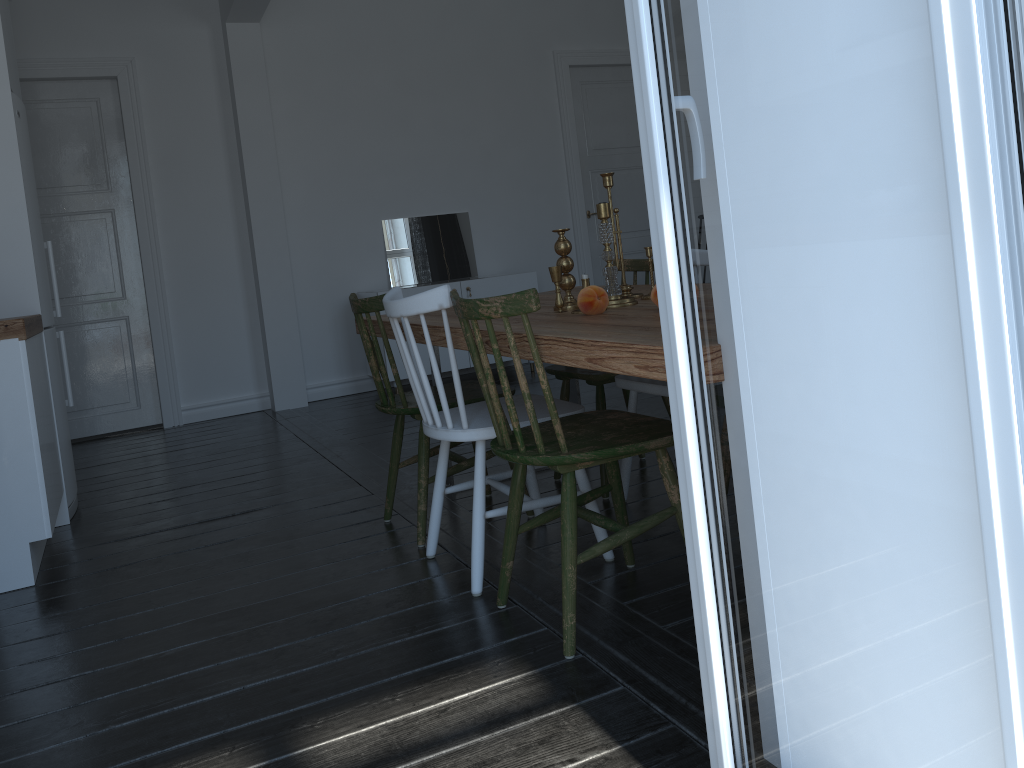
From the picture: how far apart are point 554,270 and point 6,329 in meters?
1.8 m

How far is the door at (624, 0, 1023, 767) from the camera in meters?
0.8

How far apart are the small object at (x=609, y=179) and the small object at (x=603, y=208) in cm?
24

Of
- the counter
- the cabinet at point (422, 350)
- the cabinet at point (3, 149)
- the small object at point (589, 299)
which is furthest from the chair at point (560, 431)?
the cabinet at point (422, 350)

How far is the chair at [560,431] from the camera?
2.0 meters

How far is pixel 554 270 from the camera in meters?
2.6 m

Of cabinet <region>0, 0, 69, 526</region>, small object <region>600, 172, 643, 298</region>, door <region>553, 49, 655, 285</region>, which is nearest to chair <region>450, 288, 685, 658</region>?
small object <region>600, 172, 643, 298</region>

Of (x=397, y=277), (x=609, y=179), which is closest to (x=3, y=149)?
(x=609, y=179)

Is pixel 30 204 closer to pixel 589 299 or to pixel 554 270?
pixel 554 270

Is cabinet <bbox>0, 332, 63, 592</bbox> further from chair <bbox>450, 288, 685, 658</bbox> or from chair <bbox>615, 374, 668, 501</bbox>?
chair <bbox>615, 374, 668, 501</bbox>
